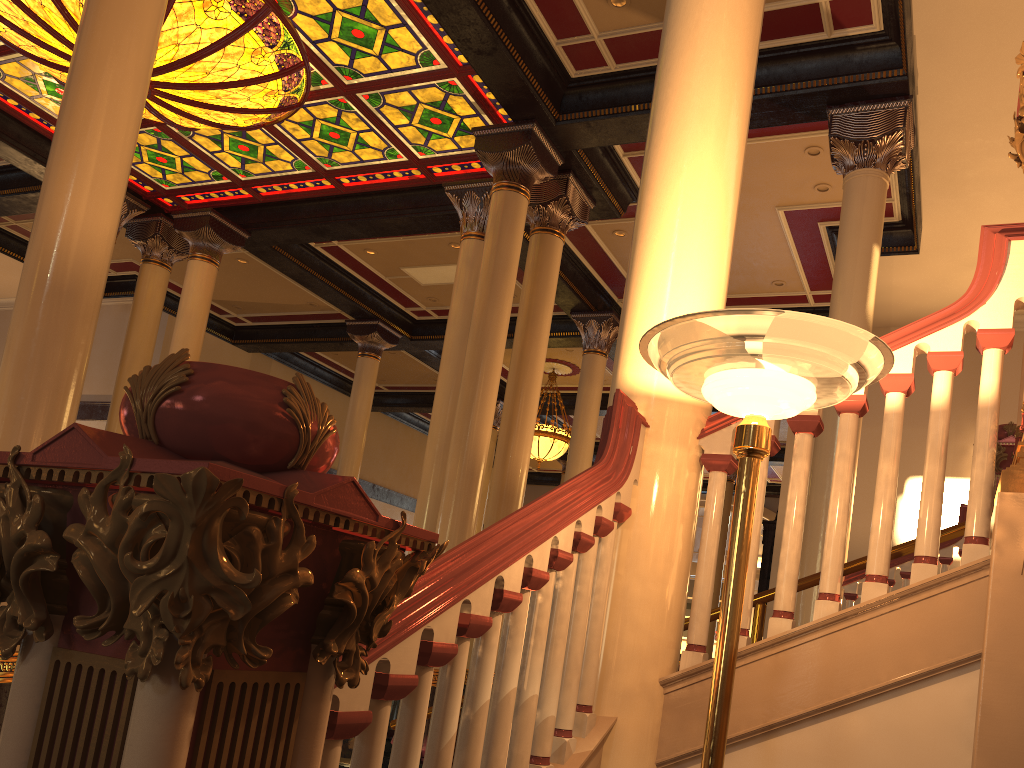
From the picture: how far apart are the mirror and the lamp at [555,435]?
4.2m

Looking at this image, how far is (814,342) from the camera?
1.8m

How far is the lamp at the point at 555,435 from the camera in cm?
1527

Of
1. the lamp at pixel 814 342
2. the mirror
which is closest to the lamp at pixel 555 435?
the mirror

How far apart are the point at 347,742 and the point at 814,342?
6.9 meters

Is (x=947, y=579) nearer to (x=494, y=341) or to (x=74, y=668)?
(x=74, y=668)

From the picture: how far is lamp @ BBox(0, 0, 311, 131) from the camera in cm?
766

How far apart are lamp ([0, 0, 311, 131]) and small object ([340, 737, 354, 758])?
6.0 meters

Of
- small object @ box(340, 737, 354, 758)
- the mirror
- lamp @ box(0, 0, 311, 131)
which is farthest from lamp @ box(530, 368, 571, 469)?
small object @ box(340, 737, 354, 758)

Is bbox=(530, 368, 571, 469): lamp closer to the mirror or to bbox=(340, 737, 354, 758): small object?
the mirror
